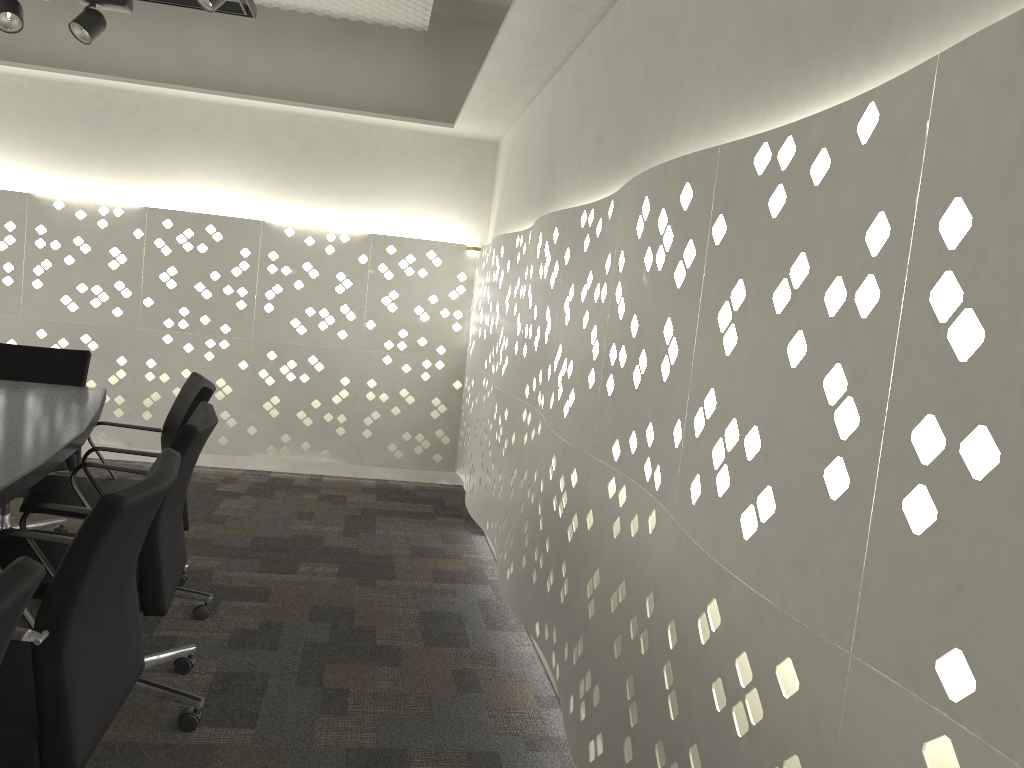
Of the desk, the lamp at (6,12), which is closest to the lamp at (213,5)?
the lamp at (6,12)

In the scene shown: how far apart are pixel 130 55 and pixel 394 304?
1.9m

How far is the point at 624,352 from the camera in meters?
2.2 m

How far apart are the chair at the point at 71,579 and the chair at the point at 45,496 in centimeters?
88cm

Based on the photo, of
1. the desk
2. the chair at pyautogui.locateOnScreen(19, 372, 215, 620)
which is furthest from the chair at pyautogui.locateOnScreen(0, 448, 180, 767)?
the chair at pyautogui.locateOnScreen(19, 372, 215, 620)

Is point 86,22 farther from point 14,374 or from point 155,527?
point 155,527

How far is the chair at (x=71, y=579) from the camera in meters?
1.3 m

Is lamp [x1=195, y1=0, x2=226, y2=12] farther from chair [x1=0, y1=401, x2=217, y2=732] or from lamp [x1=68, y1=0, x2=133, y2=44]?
chair [x1=0, y1=401, x2=217, y2=732]

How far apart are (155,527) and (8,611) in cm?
111

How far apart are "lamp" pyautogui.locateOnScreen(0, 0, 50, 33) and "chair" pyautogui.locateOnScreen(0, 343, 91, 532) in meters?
1.1 m
